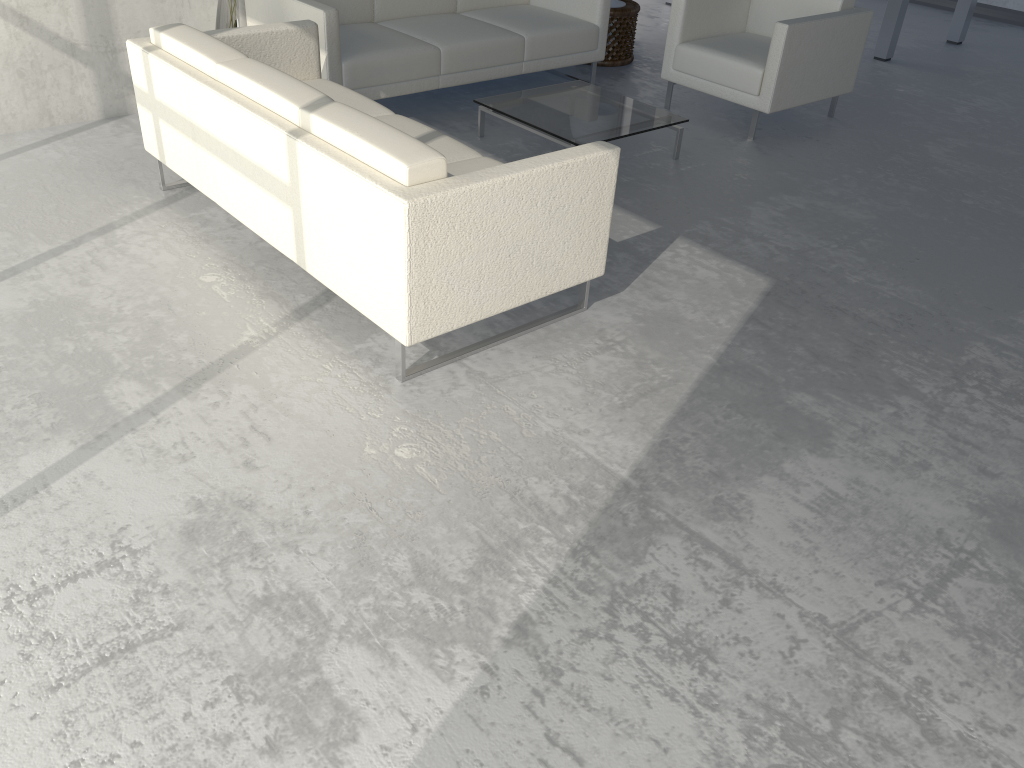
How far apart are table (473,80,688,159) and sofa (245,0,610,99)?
0.3 meters

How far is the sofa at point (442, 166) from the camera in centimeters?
240cm

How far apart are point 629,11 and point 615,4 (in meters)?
0.12

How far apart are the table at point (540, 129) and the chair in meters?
0.5

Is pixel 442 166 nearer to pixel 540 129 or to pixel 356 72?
pixel 540 129

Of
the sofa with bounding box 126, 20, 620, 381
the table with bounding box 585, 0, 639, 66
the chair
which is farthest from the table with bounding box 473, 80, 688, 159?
the table with bounding box 585, 0, 639, 66

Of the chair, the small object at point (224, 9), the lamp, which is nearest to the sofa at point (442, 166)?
the small object at point (224, 9)

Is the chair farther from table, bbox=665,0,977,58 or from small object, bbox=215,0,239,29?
small object, bbox=215,0,239,29

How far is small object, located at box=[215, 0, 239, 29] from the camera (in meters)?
4.07

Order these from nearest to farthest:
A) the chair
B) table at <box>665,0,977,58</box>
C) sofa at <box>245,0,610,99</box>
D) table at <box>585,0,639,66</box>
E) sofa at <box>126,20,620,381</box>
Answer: sofa at <box>126,20,620,381</box> → sofa at <box>245,0,610,99</box> → the chair → table at <box>585,0,639,66</box> → table at <box>665,0,977,58</box>
